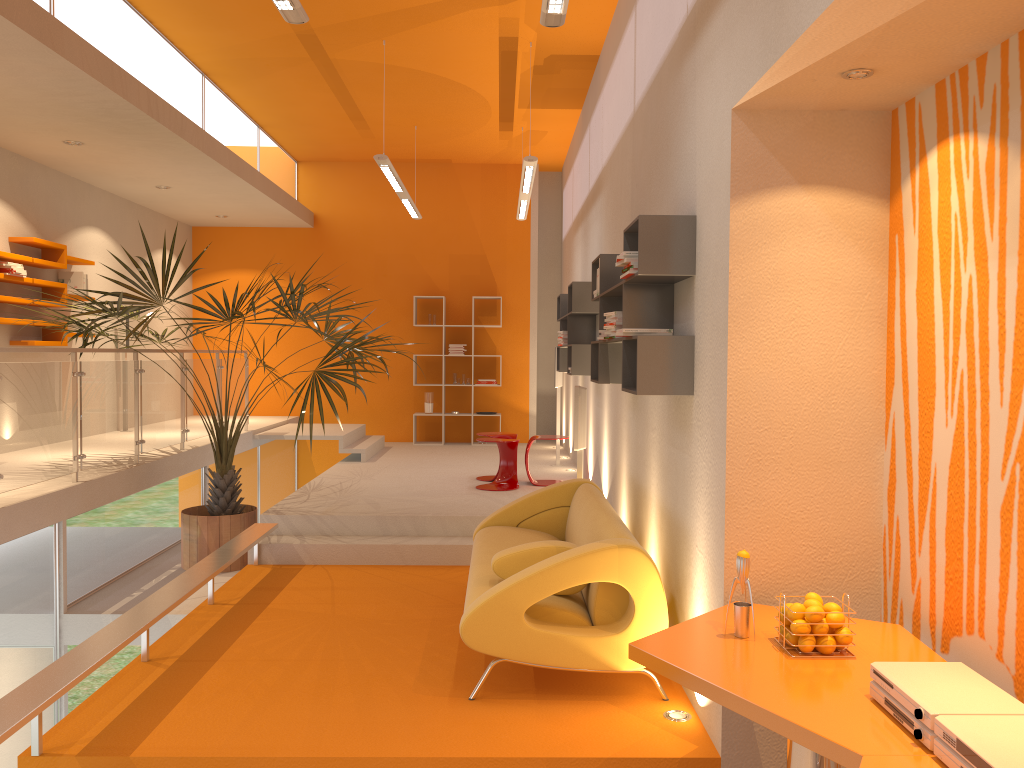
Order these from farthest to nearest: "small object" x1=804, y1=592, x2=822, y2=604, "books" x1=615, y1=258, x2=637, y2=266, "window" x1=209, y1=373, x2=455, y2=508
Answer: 1. "window" x1=209, y1=373, x2=455, y2=508
2. "books" x1=615, y1=258, x2=637, y2=266
3. "small object" x1=804, y1=592, x2=822, y2=604

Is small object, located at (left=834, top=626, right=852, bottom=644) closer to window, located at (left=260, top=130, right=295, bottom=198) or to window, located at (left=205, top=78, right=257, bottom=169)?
window, located at (left=205, top=78, right=257, bottom=169)

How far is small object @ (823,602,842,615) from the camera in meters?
2.8

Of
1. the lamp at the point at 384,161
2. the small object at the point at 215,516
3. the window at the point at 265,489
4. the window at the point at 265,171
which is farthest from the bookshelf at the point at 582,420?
the window at the point at 265,171

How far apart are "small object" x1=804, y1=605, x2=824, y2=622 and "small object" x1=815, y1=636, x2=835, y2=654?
0.07m

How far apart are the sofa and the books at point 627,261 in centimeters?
125cm

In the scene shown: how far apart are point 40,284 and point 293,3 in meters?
5.0

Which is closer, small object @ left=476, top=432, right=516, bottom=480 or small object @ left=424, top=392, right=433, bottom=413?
small object @ left=476, top=432, right=516, bottom=480

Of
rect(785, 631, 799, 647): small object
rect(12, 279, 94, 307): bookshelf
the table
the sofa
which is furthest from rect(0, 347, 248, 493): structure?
rect(785, 631, 799, 647): small object

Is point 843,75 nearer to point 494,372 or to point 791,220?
point 791,220
